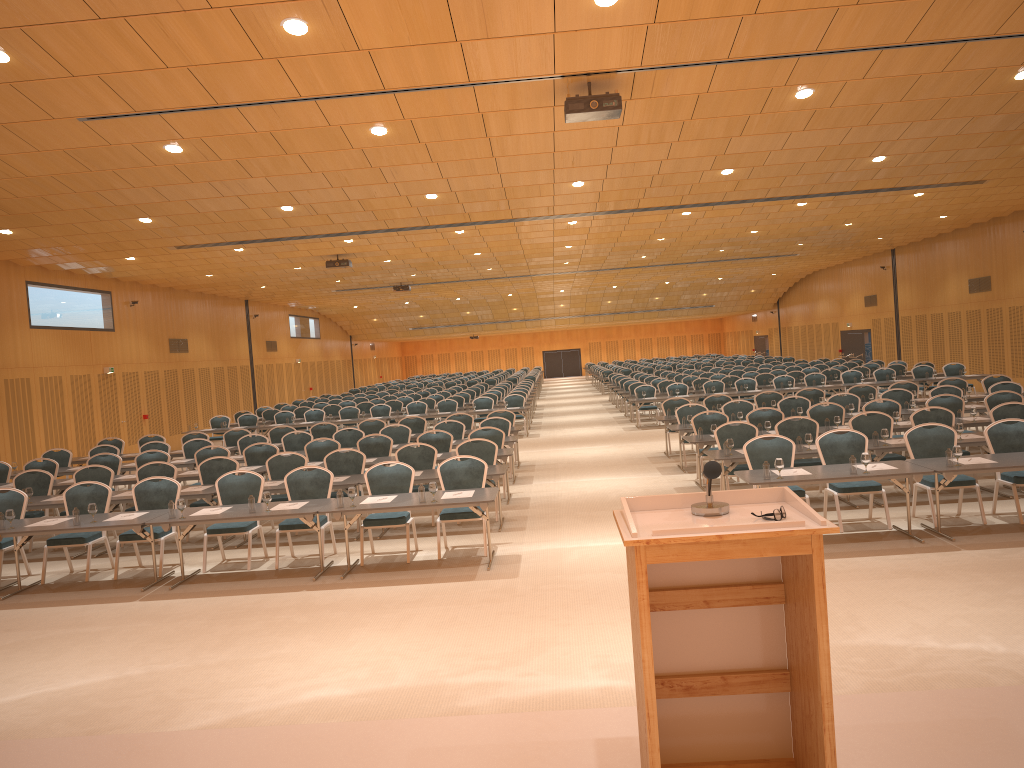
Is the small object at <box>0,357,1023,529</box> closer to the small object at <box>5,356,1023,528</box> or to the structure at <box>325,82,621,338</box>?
the small object at <box>5,356,1023,528</box>

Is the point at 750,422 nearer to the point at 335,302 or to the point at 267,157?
the point at 267,157

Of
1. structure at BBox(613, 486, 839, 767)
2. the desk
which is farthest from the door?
structure at BBox(613, 486, 839, 767)

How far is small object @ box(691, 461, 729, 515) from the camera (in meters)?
3.48

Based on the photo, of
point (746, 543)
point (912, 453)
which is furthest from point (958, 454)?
point (746, 543)

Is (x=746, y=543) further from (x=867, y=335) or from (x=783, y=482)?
(x=867, y=335)

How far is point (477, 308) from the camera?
46.98m

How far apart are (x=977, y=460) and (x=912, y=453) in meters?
1.0 m

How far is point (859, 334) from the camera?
37.5m

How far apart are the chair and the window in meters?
3.1 m
